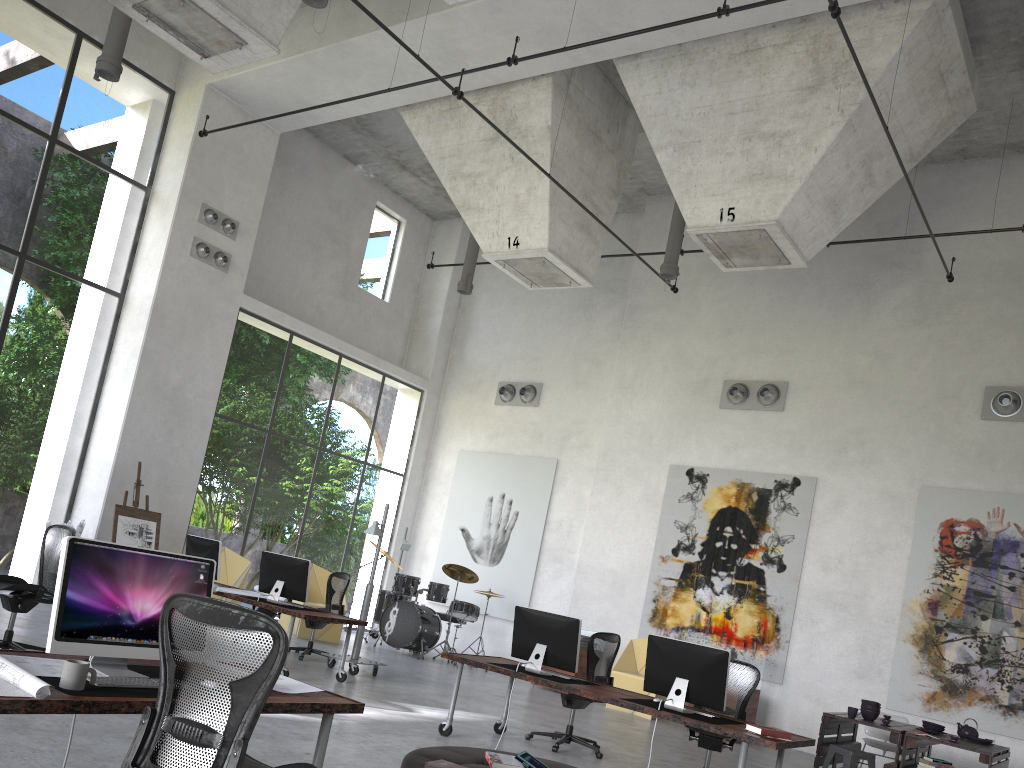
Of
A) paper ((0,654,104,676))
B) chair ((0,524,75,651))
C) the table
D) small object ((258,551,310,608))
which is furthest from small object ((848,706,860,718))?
paper ((0,654,104,676))

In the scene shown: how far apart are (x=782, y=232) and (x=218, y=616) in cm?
870

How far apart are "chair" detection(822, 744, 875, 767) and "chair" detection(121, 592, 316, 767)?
6.93m

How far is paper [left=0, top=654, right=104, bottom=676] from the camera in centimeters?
345cm

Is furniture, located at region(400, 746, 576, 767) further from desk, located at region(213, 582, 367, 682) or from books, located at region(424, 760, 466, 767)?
desk, located at region(213, 582, 367, 682)

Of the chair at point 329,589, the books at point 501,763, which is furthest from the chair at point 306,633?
the books at point 501,763

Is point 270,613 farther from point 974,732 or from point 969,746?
point 974,732

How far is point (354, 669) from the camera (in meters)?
10.32

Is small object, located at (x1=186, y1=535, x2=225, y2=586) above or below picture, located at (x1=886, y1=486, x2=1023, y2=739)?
below

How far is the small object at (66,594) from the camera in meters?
3.5
